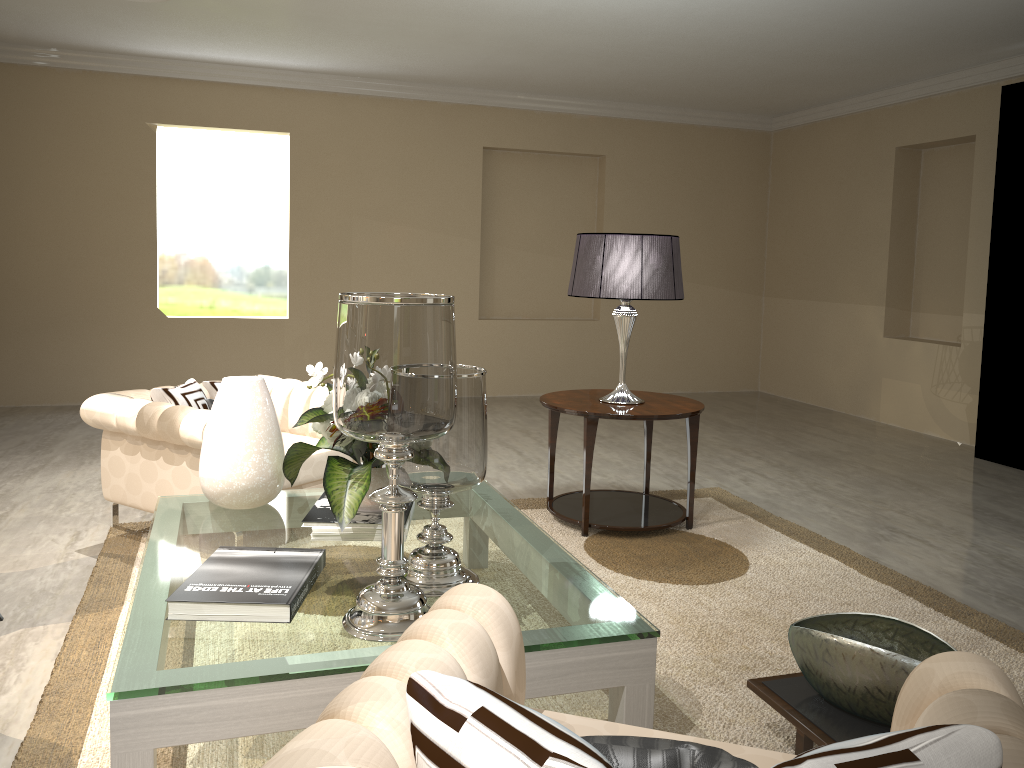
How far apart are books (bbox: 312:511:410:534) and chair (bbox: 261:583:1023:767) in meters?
1.0

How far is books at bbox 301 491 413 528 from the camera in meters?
2.4

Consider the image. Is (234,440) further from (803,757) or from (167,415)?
(803,757)

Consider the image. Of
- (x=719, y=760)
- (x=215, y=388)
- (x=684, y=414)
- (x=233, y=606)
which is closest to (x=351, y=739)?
(x=719, y=760)

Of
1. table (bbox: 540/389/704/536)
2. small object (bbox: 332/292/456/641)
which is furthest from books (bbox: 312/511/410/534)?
table (bbox: 540/389/704/536)

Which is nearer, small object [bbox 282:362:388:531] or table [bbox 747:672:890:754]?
table [bbox 747:672:890:754]

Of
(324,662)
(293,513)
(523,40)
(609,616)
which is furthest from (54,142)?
(609,616)

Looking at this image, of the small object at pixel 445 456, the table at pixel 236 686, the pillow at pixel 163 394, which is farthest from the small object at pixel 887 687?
the pillow at pixel 163 394

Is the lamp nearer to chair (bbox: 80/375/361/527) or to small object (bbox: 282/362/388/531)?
chair (bbox: 80/375/361/527)

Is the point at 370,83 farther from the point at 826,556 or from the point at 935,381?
the point at 826,556
